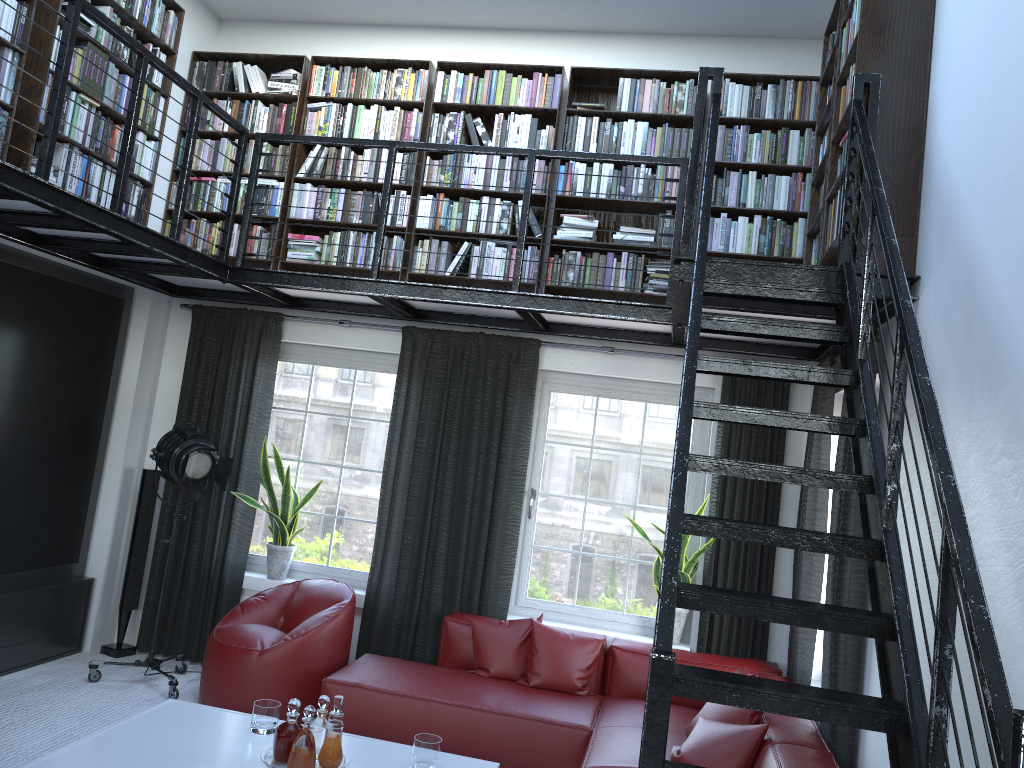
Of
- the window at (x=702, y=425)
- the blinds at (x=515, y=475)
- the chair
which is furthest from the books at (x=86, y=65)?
the window at (x=702, y=425)

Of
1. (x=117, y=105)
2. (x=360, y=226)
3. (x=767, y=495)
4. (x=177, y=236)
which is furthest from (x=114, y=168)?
(x=767, y=495)

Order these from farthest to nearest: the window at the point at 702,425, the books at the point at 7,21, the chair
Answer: the window at the point at 702,425
the chair
the books at the point at 7,21

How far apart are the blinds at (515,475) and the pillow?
0.4m

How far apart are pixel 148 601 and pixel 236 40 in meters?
4.0 m

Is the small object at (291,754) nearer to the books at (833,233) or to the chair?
the chair

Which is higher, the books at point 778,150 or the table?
the books at point 778,150

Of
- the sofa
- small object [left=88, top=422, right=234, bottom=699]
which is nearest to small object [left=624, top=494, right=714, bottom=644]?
the sofa

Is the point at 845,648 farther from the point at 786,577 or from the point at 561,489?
the point at 561,489

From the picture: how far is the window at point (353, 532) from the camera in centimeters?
606cm
